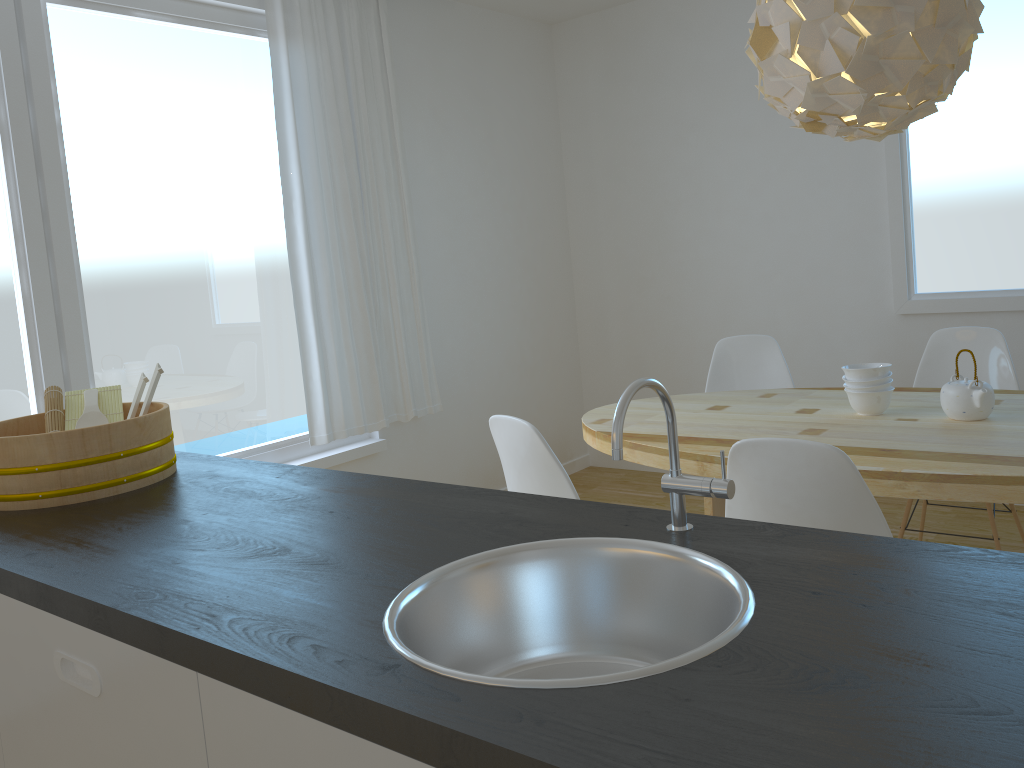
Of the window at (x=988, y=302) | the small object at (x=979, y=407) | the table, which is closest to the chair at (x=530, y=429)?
Answer: the table

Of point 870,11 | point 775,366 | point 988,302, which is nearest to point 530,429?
point 870,11

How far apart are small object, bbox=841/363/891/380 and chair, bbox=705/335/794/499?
0.9m

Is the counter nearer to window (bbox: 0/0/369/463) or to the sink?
the sink

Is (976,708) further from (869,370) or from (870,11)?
(869,370)

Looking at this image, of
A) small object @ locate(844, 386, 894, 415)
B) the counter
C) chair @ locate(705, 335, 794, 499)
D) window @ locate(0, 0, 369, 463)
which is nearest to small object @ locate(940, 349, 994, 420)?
small object @ locate(844, 386, 894, 415)

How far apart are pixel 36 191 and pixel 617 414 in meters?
2.7

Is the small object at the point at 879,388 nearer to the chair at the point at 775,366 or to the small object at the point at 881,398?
the small object at the point at 881,398

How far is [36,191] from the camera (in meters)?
3.02

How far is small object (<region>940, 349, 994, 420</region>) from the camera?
2.6m
